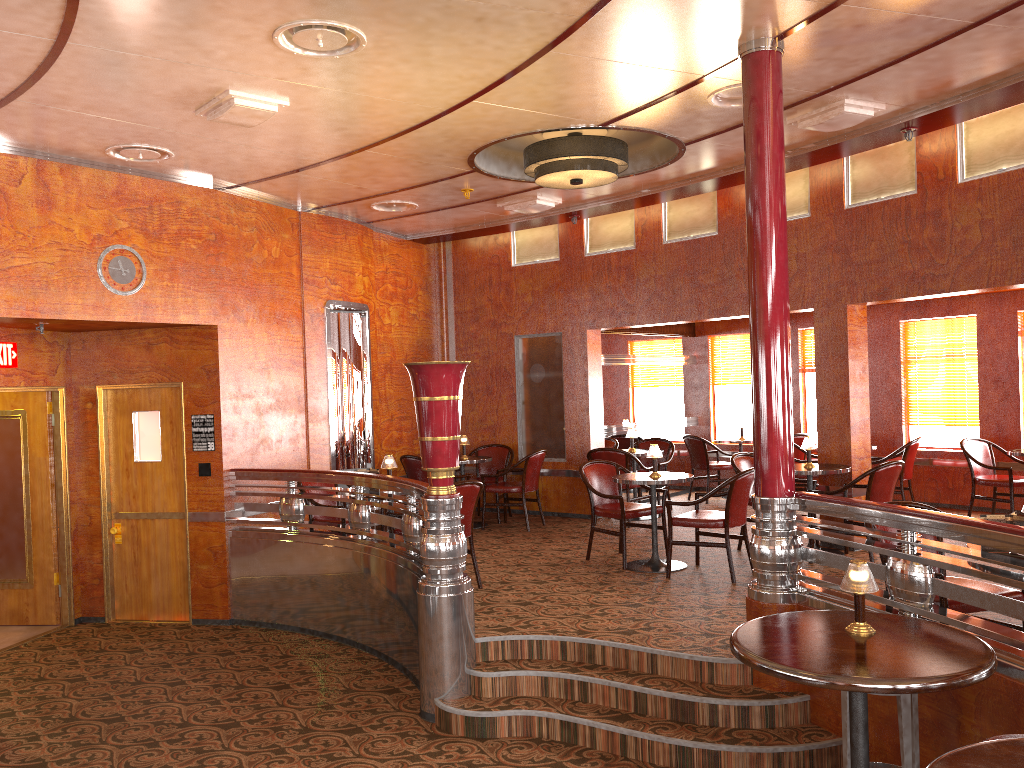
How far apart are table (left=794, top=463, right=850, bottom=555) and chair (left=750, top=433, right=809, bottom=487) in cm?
292

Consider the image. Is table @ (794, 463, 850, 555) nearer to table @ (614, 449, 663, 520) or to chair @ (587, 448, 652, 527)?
chair @ (587, 448, 652, 527)

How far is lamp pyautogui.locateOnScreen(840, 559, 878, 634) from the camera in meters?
3.1

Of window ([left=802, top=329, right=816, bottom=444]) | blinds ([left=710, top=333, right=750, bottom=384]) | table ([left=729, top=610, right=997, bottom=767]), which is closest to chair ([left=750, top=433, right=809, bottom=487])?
→ window ([left=802, top=329, right=816, bottom=444])

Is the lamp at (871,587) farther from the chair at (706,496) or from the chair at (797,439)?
the chair at (797,439)

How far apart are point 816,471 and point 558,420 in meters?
3.5

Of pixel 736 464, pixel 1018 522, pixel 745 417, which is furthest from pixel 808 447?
pixel 745 417

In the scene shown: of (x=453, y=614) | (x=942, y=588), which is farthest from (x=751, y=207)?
(x=453, y=614)

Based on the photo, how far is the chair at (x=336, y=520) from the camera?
7.0m

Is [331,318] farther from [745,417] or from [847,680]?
[847,680]
